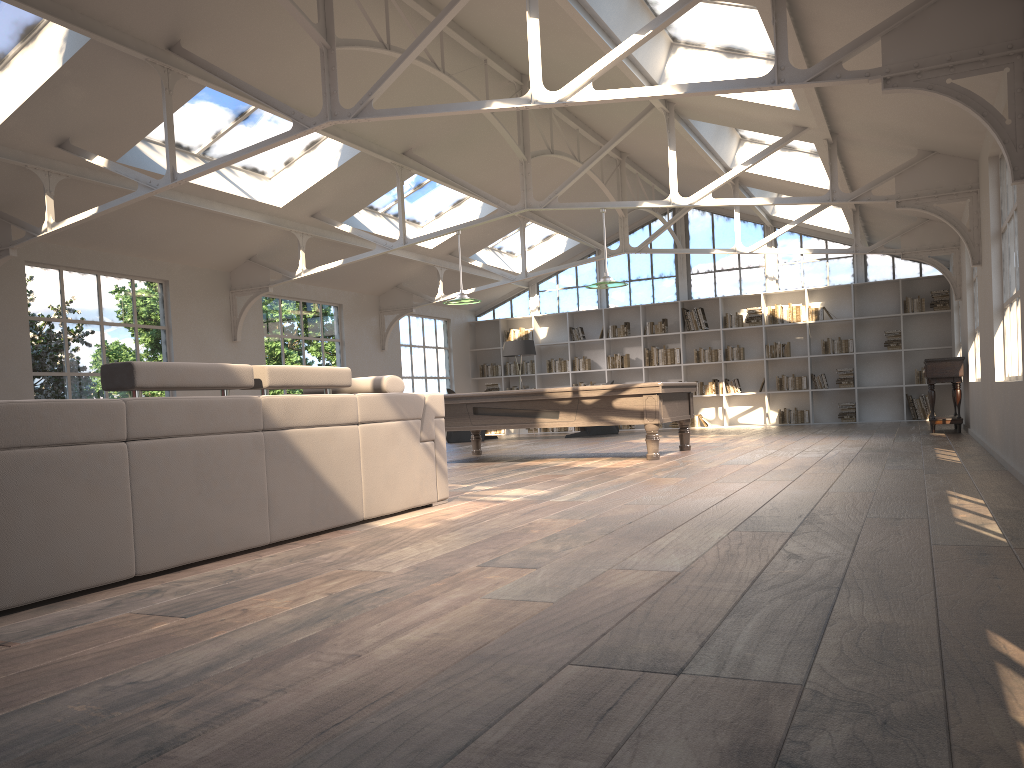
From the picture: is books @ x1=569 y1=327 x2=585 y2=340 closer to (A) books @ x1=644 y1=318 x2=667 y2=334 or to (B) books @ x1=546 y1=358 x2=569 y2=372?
(B) books @ x1=546 y1=358 x2=569 y2=372

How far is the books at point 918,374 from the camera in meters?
14.8

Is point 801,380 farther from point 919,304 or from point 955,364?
point 955,364

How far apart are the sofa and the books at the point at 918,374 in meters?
11.7

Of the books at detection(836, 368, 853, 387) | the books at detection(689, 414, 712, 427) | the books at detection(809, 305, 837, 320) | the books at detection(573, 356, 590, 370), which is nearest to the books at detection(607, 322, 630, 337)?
the books at detection(573, 356, 590, 370)

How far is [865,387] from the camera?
15.07m

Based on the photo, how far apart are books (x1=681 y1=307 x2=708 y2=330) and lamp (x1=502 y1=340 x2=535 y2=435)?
2.9m

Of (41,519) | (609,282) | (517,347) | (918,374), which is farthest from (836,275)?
(41,519)

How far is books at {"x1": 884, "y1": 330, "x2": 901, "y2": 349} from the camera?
14.90m

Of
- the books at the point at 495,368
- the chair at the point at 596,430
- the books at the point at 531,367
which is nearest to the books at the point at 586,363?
the books at the point at 531,367
